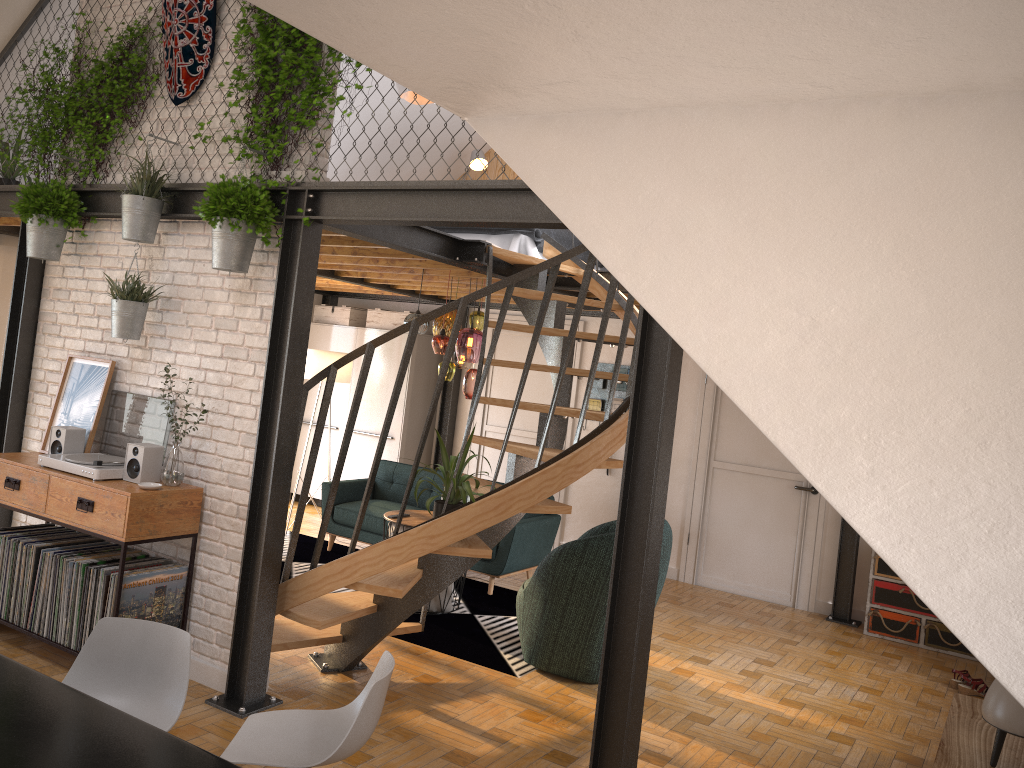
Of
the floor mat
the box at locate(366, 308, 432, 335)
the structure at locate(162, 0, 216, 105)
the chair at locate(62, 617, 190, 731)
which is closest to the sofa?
the floor mat

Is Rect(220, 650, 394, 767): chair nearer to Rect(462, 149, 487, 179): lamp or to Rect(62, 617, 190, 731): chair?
Rect(62, 617, 190, 731): chair

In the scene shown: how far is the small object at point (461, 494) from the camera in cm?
425

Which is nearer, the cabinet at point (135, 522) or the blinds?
the cabinet at point (135, 522)

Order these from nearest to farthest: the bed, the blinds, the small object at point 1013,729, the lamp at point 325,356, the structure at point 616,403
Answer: the small object at point 1013,729 < the bed < the blinds < the lamp at point 325,356 < the structure at point 616,403

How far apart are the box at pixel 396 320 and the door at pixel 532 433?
0.9 meters

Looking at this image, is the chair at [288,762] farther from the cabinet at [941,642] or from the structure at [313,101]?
the cabinet at [941,642]

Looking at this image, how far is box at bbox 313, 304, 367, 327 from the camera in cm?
962

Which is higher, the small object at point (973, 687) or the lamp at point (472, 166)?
the lamp at point (472, 166)

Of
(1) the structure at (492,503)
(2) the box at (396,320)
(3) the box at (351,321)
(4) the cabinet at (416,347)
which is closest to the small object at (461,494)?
(1) the structure at (492,503)
